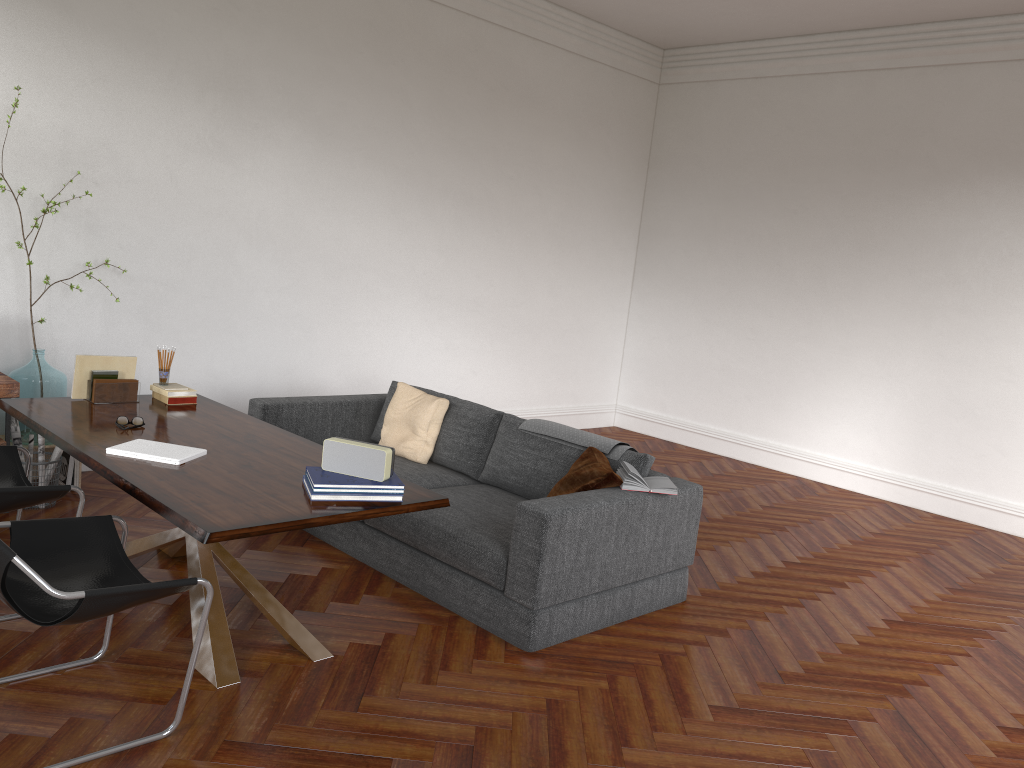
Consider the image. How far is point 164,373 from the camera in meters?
4.7

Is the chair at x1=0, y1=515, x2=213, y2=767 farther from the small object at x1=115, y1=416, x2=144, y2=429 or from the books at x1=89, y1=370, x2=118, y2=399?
the books at x1=89, y1=370, x2=118, y2=399

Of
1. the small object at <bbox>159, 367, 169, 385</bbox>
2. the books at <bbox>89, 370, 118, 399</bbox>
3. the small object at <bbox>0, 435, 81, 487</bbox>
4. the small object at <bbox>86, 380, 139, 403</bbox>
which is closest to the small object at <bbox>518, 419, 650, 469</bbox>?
the small object at <bbox>159, 367, 169, 385</bbox>

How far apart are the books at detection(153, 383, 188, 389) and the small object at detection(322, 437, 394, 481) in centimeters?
170cm

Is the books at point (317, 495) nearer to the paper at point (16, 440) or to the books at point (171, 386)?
the books at point (171, 386)

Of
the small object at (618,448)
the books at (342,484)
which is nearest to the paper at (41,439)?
the books at (342,484)

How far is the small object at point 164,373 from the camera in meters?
4.7

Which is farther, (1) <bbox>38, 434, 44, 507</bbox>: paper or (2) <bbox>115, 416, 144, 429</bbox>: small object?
(1) <bbox>38, 434, 44, 507</bbox>: paper

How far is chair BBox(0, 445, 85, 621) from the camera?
3.6m

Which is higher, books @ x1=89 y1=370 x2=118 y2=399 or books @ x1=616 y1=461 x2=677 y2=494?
books @ x1=89 y1=370 x2=118 y2=399
